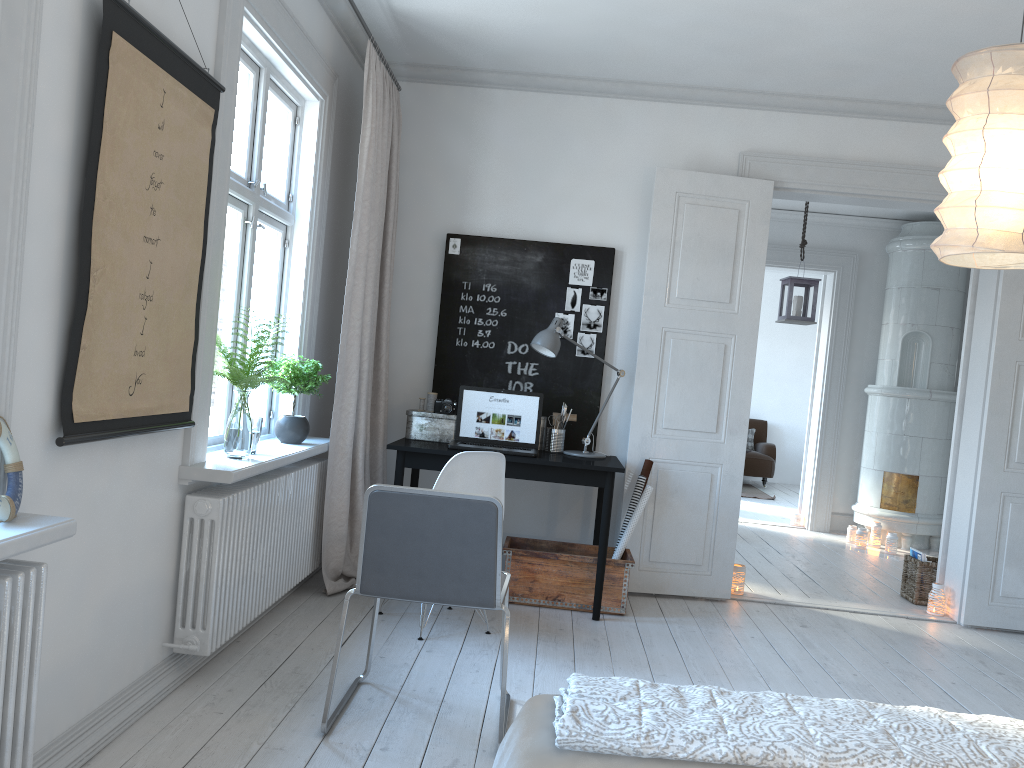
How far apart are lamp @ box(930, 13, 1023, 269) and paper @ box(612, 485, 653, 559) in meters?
2.3

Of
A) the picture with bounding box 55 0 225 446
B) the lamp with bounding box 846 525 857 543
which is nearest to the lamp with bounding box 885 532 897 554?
the lamp with bounding box 846 525 857 543

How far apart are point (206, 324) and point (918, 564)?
4.4m

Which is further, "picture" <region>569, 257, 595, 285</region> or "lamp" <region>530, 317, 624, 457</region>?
"picture" <region>569, 257, 595, 285</region>

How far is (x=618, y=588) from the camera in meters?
4.4 m

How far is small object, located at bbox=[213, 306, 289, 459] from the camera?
3.3m

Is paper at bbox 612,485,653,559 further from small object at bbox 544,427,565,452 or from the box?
the box

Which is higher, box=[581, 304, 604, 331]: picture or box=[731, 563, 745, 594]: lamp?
box=[581, 304, 604, 331]: picture

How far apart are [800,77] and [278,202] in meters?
2.7

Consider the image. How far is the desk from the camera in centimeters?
427cm
